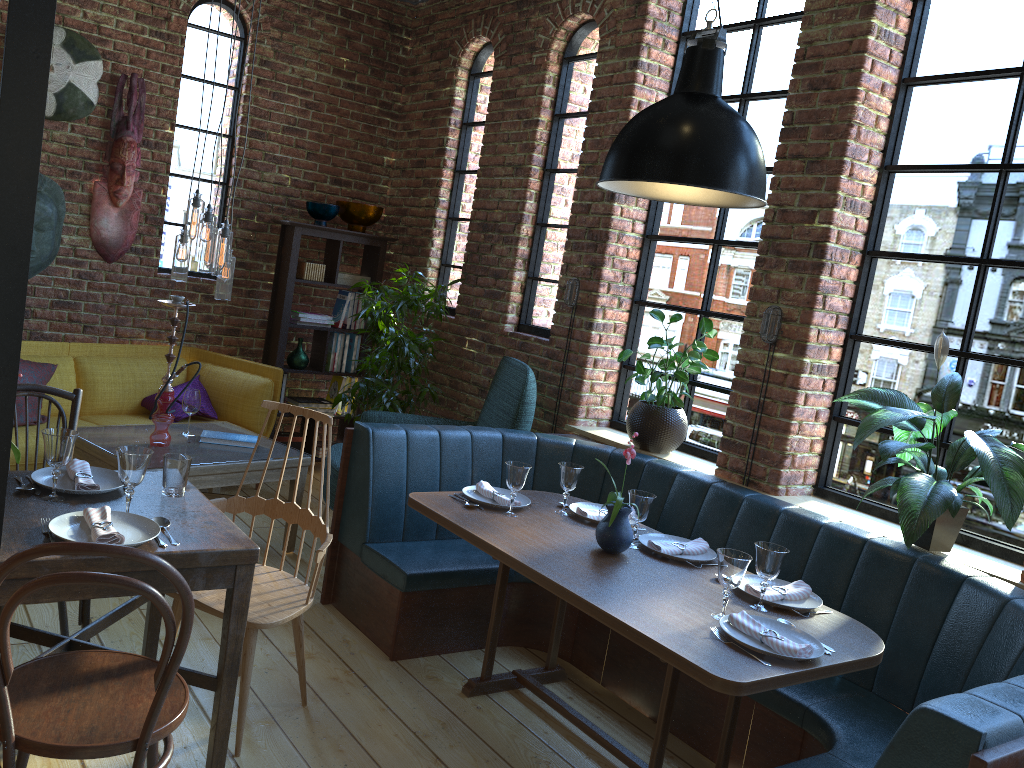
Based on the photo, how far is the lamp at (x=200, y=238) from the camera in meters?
3.9 m

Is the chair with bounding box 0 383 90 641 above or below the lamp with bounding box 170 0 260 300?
below

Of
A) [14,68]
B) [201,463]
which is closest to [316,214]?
[201,463]

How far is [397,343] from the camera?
5.05m

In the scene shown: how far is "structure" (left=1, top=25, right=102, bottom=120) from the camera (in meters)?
4.78

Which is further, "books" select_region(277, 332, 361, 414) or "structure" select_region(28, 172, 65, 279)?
"books" select_region(277, 332, 361, 414)

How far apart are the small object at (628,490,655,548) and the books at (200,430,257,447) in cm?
200

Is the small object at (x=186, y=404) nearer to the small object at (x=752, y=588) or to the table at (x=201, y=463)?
the table at (x=201, y=463)

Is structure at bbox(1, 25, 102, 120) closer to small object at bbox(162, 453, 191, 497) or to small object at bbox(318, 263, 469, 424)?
small object at bbox(318, 263, 469, 424)

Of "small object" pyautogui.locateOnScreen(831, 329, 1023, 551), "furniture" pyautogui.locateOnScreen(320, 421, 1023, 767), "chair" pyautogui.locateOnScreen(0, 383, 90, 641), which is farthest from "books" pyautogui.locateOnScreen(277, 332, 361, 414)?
"small object" pyautogui.locateOnScreen(831, 329, 1023, 551)
